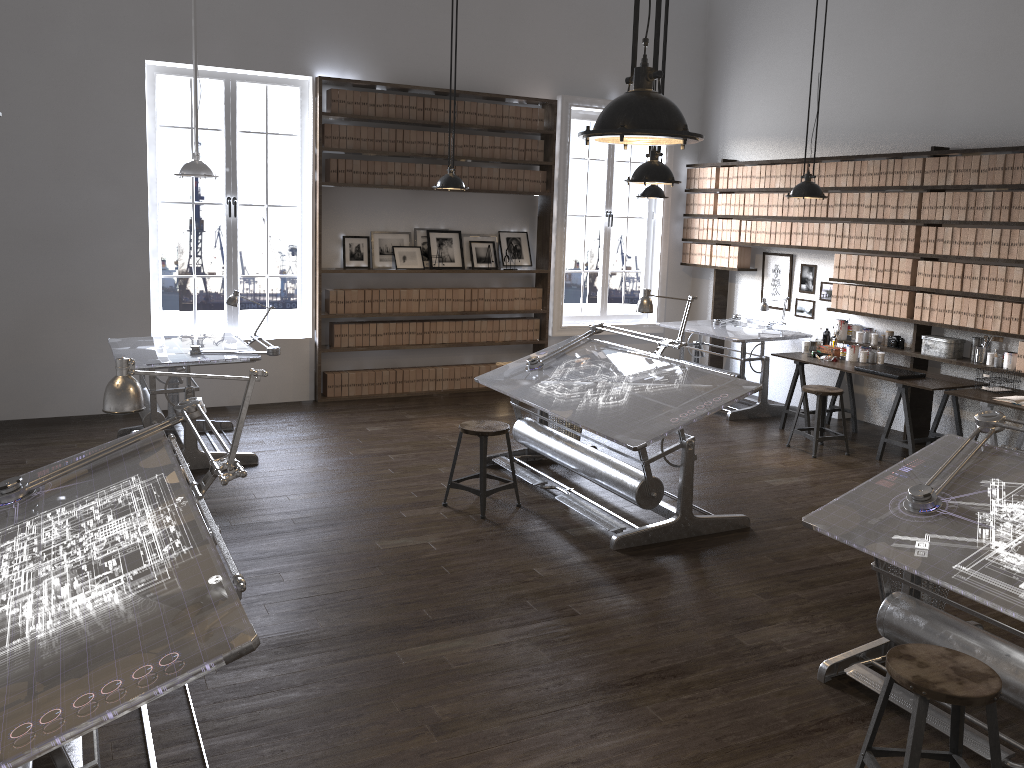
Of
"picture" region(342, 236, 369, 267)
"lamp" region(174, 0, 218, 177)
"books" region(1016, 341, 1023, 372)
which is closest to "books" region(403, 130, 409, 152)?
"picture" region(342, 236, 369, 267)

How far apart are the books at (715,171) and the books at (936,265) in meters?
2.9

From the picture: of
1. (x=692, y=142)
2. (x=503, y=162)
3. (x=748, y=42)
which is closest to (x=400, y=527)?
(x=692, y=142)

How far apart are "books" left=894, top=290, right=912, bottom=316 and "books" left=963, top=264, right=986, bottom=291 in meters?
0.6

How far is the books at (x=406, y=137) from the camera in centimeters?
840cm

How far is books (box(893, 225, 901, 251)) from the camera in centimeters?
739cm

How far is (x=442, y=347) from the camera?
8.9 meters

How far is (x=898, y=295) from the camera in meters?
7.4 m

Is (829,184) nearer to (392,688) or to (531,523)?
(531,523)

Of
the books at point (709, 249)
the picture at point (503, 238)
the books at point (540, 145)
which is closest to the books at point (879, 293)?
the books at point (709, 249)
